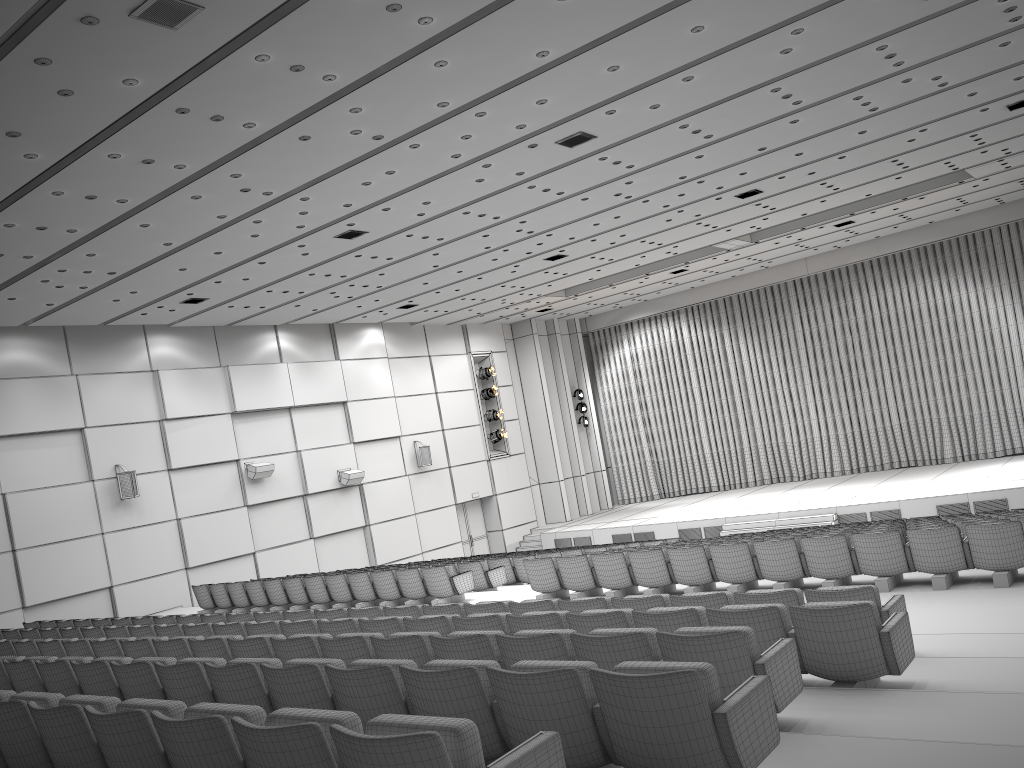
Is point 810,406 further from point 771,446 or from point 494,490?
point 494,490

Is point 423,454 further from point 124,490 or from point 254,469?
point 124,490

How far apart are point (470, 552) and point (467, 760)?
23.8m

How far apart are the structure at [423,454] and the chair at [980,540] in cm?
1264

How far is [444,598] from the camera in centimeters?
1288cm

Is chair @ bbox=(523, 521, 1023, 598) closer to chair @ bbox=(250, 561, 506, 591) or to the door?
chair @ bbox=(250, 561, 506, 591)

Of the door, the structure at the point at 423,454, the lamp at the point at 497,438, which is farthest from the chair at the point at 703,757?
the lamp at the point at 497,438

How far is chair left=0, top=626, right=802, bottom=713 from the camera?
4.37m

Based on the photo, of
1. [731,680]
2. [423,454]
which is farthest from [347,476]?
[731,680]

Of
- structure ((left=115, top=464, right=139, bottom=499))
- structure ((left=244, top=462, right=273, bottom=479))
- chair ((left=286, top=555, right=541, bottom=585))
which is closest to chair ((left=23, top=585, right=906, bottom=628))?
structure ((left=115, top=464, right=139, bottom=499))
